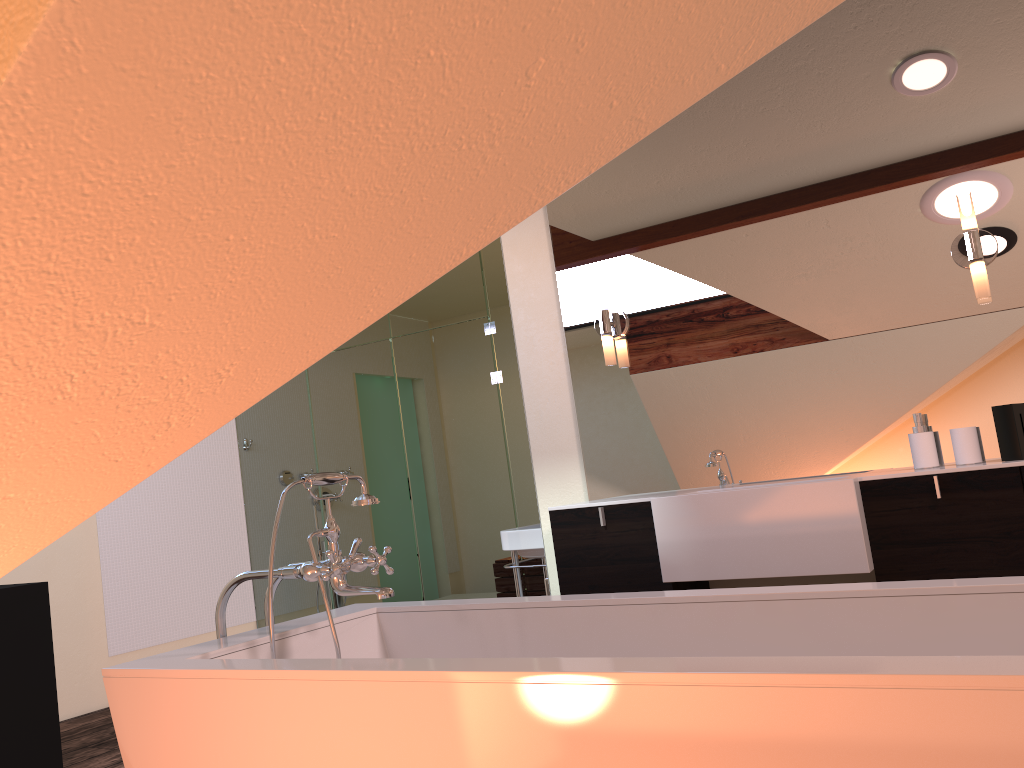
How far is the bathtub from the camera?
1.08m

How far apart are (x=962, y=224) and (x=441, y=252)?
2.4 meters

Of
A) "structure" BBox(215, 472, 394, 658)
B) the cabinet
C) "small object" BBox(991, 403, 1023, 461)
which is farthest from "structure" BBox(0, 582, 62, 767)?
"small object" BBox(991, 403, 1023, 461)

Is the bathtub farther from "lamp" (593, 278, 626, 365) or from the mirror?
"lamp" (593, 278, 626, 365)

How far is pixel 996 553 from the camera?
2.4m

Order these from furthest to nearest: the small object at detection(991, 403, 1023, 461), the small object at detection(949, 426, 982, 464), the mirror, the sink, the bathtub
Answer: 1. the sink
2. the mirror
3. the small object at detection(949, 426, 982, 464)
4. the small object at detection(991, 403, 1023, 461)
5. the bathtub

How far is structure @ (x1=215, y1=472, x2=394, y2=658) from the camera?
1.93m

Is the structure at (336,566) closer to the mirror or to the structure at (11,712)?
the mirror

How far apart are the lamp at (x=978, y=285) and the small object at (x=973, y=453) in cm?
41

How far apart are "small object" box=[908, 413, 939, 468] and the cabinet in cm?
24
